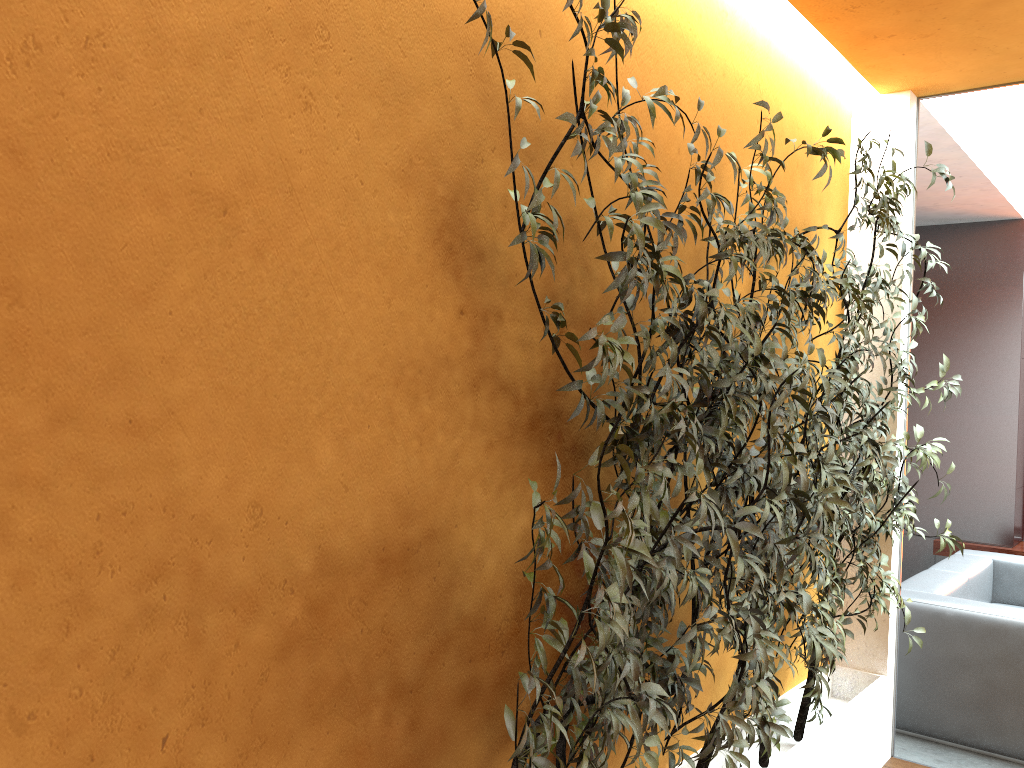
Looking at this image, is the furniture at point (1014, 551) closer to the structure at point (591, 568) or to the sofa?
the sofa

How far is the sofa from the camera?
4.03m

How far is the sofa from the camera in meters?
4.0 m

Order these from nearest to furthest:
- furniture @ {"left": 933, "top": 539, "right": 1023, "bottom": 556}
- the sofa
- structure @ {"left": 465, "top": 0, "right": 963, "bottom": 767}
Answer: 1. structure @ {"left": 465, "top": 0, "right": 963, "bottom": 767}
2. the sofa
3. furniture @ {"left": 933, "top": 539, "right": 1023, "bottom": 556}

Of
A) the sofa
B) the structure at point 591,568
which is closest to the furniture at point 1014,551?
the sofa

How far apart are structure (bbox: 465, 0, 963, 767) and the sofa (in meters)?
0.74

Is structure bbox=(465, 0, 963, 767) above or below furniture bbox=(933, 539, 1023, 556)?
above

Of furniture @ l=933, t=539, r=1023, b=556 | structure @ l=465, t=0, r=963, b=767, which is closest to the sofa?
structure @ l=465, t=0, r=963, b=767

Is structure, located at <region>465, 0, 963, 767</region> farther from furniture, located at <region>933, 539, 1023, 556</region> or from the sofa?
furniture, located at <region>933, 539, 1023, 556</region>

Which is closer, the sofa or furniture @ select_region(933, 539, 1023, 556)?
the sofa
